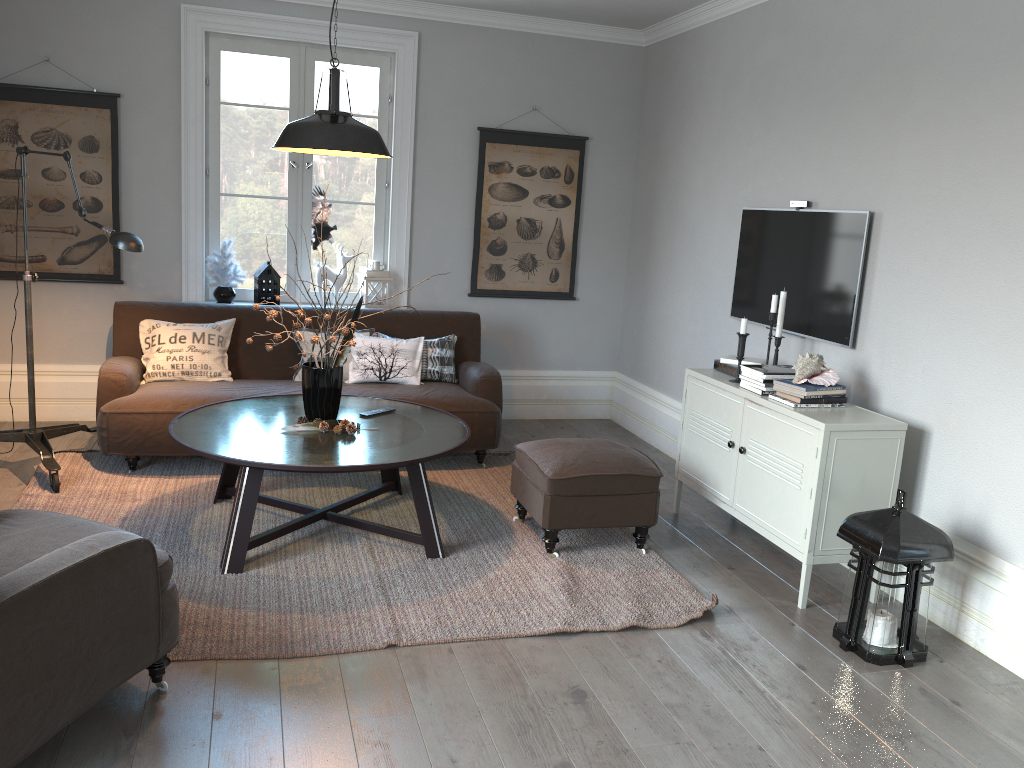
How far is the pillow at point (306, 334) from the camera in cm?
510

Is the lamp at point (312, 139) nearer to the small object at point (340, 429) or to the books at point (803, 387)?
the small object at point (340, 429)

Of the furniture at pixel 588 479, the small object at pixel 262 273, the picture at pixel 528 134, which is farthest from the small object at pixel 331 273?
the furniture at pixel 588 479

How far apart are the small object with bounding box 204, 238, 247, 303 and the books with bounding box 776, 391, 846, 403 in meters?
3.6

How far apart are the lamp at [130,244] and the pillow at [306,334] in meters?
1.2 m

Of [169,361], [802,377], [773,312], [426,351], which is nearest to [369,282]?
[426,351]

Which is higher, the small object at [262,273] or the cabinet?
the small object at [262,273]

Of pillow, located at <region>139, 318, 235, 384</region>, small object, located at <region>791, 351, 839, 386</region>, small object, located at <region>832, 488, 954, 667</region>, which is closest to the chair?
pillow, located at <region>139, 318, 235, 384</region>

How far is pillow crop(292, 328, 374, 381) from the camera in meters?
5.1 m

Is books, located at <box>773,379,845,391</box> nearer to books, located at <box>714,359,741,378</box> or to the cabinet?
the cabinet
